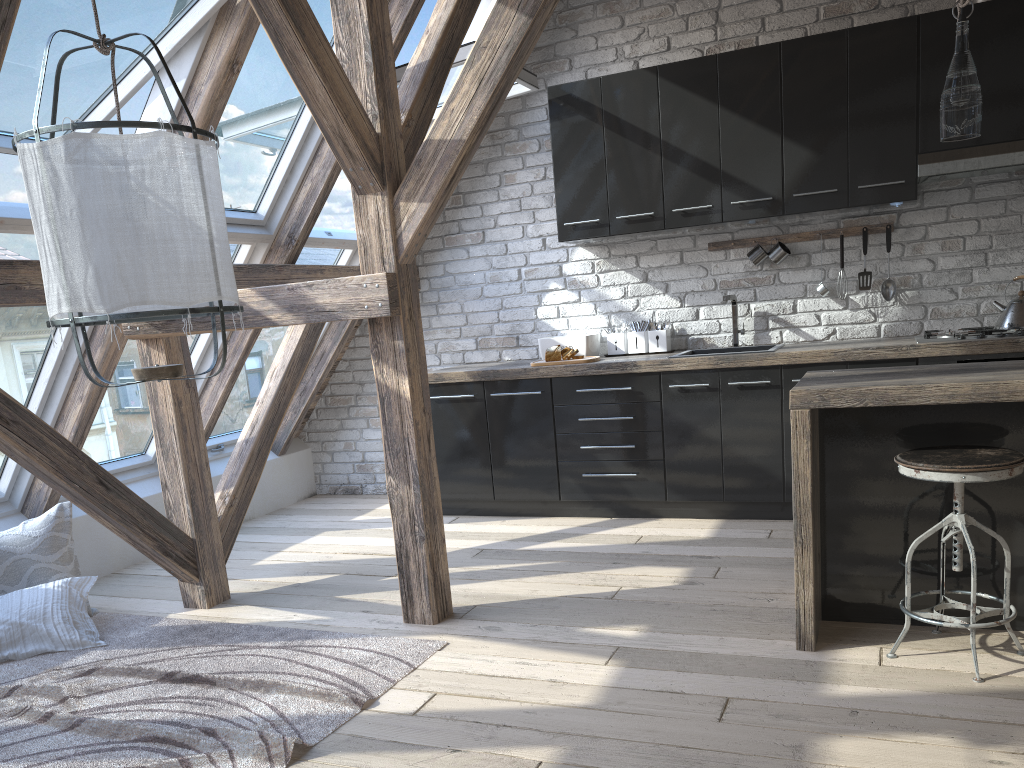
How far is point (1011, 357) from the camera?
3.92m

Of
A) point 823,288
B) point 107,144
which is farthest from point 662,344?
point 107,144

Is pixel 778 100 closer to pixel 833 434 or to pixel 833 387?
pixel 833 434

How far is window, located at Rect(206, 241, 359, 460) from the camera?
5.2 meters

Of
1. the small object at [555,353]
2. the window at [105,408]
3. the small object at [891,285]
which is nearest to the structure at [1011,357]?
the small object at [891,285]

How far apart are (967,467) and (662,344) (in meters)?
2.61

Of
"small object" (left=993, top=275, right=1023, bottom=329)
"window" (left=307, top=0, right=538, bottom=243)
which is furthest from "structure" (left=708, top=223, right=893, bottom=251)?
"window" (left=307, top=0, right=538, bottom=243)

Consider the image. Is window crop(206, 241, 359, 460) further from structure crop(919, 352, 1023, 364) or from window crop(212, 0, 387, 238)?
structure crop(919, 352, 1023, 364)

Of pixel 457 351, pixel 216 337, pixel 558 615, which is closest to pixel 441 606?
pixel 558 615

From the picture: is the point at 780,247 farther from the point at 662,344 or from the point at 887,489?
the point at 887,489
